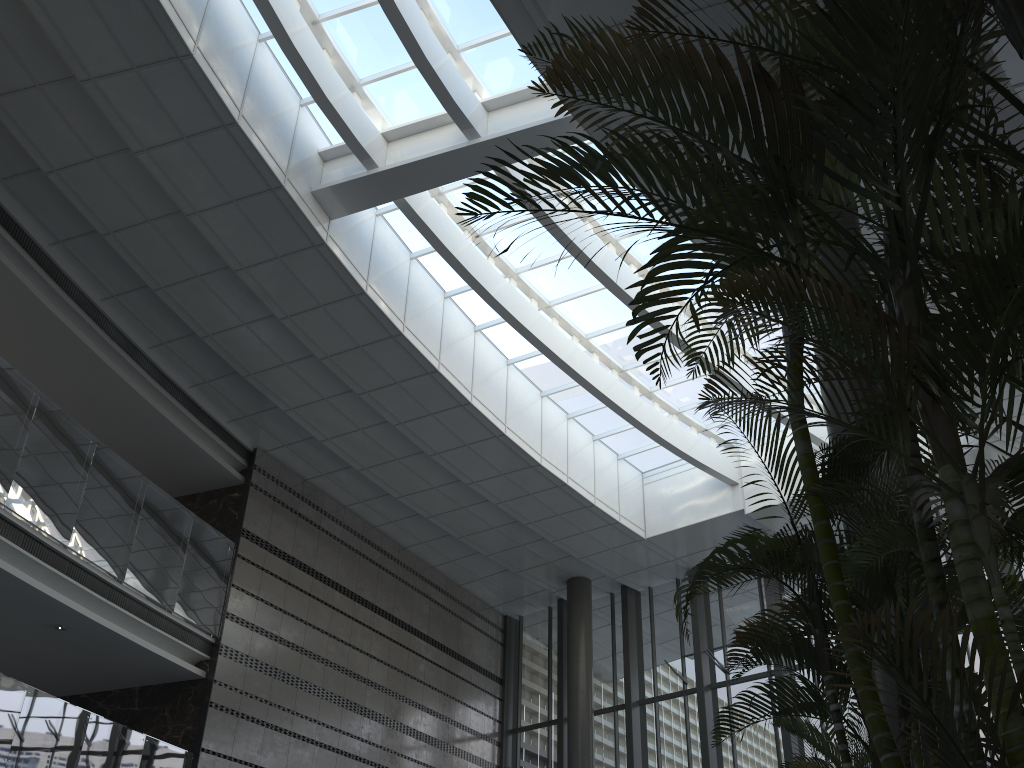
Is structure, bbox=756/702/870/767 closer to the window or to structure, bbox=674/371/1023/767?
structure, bbox=674/371/1023/767

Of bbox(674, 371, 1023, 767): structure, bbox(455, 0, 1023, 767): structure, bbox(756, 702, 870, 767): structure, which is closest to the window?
bbox(455, 0, 1023, 767): structure

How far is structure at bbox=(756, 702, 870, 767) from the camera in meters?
5.7

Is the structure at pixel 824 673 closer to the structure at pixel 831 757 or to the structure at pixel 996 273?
the structure at pixel 996 273

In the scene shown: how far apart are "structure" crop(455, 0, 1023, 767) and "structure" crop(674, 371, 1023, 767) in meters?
0.3 m

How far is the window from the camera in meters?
10.1

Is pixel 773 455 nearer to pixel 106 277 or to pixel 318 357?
pixel 318 357

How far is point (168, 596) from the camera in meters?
10.1

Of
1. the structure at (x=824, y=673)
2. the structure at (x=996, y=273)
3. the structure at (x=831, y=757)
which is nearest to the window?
the structure at (x=996, y=273)

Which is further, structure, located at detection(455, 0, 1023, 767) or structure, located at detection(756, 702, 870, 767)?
structure, located at detection(756, 702, 870, 767)
